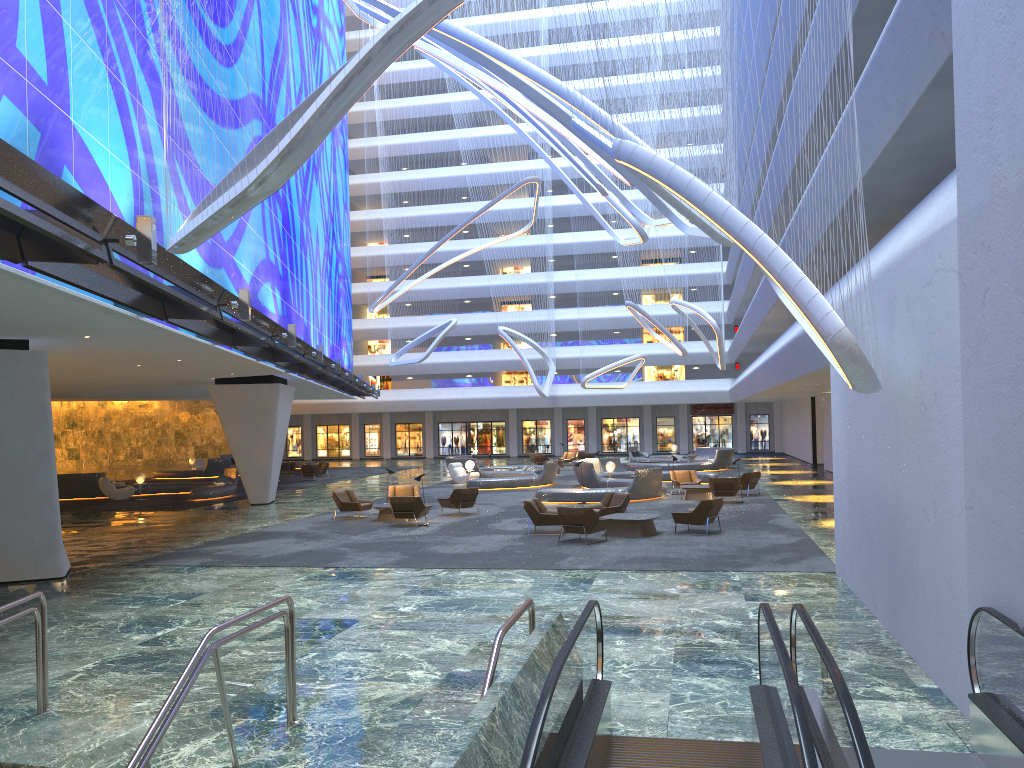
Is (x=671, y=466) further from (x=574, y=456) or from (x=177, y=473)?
(x=177, y=473)

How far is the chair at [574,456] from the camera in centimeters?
4903cm

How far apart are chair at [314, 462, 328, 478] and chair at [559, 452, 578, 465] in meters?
13.4 m

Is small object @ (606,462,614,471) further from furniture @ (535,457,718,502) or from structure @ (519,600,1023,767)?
structure @ (519,600,1023,767)

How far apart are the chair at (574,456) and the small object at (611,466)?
16.6m

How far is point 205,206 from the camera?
9.6m

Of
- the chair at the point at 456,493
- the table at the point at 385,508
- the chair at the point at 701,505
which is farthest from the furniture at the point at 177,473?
the chair at the point at 701,505

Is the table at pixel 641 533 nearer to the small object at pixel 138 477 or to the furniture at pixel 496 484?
the furniture at pixel 496 484

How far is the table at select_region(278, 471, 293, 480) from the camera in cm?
Answer: 4181

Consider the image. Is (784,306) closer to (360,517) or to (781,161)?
(781,161)
